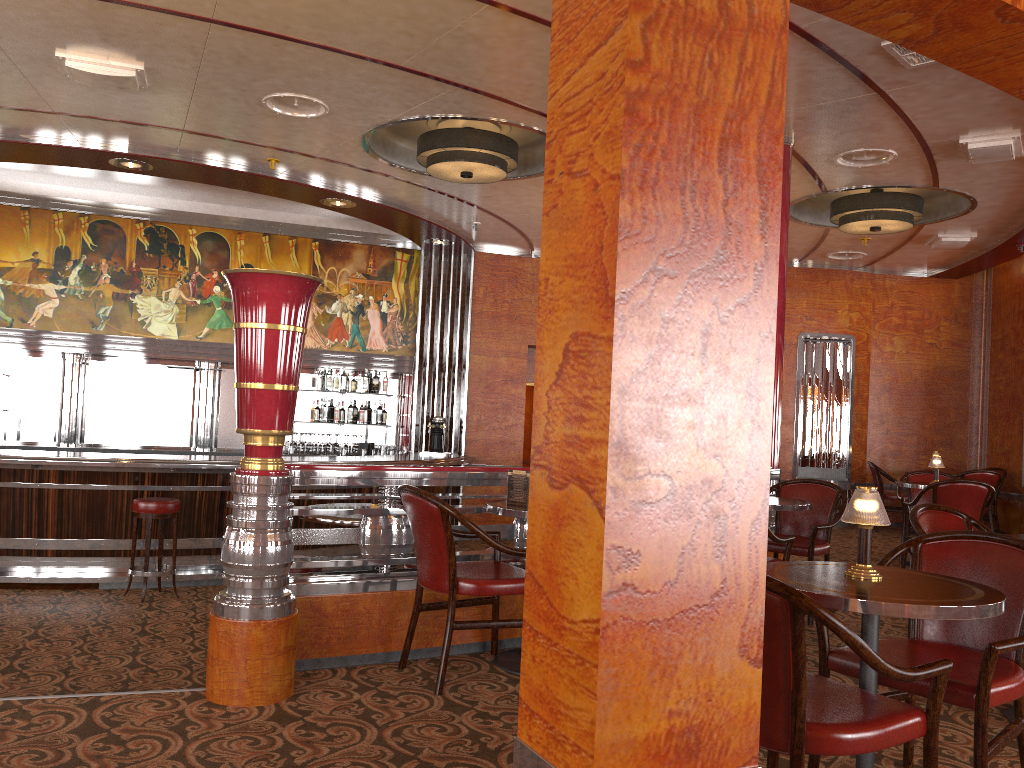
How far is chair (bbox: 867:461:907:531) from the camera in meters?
10.3 m

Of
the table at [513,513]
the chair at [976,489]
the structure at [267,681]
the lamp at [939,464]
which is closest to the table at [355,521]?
the structure at [267,681]

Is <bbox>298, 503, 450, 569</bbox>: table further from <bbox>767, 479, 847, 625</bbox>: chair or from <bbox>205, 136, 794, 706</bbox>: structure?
<bbox>767, 479, 847, 625</bbox>: chair

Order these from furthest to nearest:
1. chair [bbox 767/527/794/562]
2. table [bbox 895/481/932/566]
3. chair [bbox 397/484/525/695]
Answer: table [bbox 895/481/932/566] → chair [bbox 767/527/794/562] → chair [bbox 397/484/525/695]

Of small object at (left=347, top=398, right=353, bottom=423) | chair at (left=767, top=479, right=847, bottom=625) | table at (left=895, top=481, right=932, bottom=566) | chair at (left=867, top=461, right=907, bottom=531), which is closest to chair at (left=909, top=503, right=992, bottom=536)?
chair at (left=767, top=479, right=847, bottom=625)

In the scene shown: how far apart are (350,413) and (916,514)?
7.7m

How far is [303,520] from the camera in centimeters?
Answer: 803cm

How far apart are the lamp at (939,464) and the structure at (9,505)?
4.6 meters

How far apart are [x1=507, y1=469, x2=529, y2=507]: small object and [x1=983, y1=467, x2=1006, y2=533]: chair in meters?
8.4 m

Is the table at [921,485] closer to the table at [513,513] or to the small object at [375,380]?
the table at [513,513]
